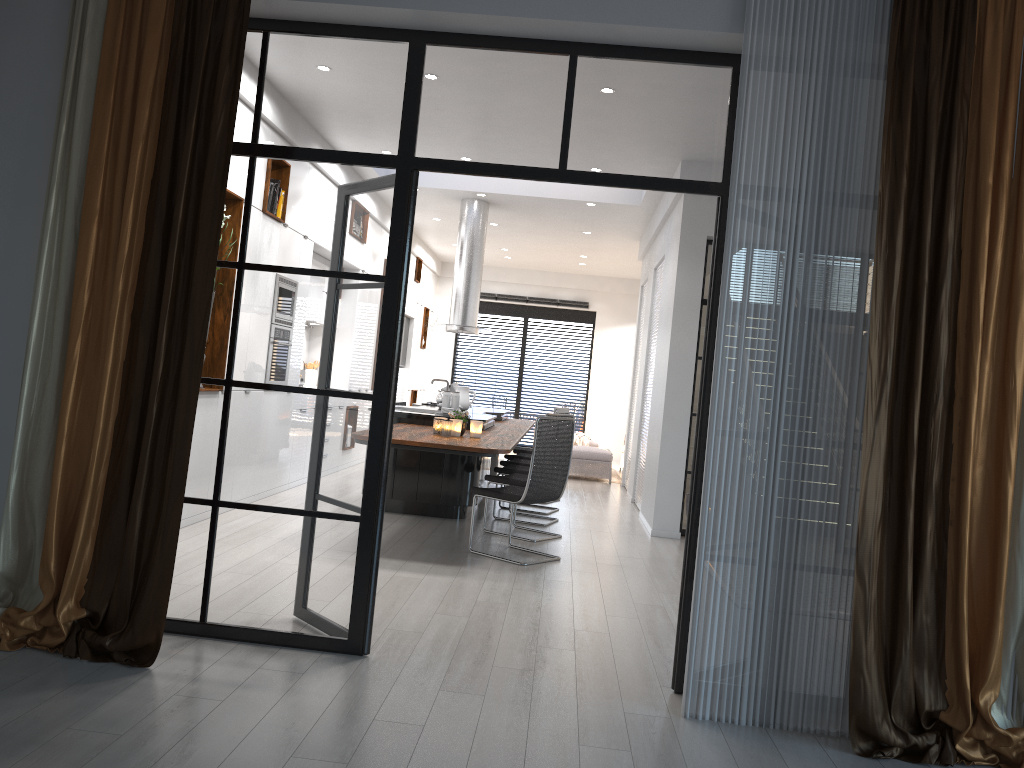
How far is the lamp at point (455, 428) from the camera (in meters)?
6.46

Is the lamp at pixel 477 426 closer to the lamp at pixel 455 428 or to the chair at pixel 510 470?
the lamp at pixel 455 428

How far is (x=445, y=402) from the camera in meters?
8.0 m

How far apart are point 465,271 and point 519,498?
4.9m

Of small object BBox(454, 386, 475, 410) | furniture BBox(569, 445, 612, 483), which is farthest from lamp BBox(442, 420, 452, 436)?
furniture BBox(569, 445, 612, 483)

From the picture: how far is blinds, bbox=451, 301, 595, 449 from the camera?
16.42m

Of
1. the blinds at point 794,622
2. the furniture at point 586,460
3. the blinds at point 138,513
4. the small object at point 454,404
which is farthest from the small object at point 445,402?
the blinds at point 794,622

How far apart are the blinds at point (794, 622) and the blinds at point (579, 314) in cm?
1291

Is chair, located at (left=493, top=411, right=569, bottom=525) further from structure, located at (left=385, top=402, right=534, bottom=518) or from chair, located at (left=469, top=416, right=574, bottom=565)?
chair, located at (left=469, top=416, right=574, bottom=565)

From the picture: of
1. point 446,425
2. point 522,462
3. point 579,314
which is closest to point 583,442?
point 579,314
